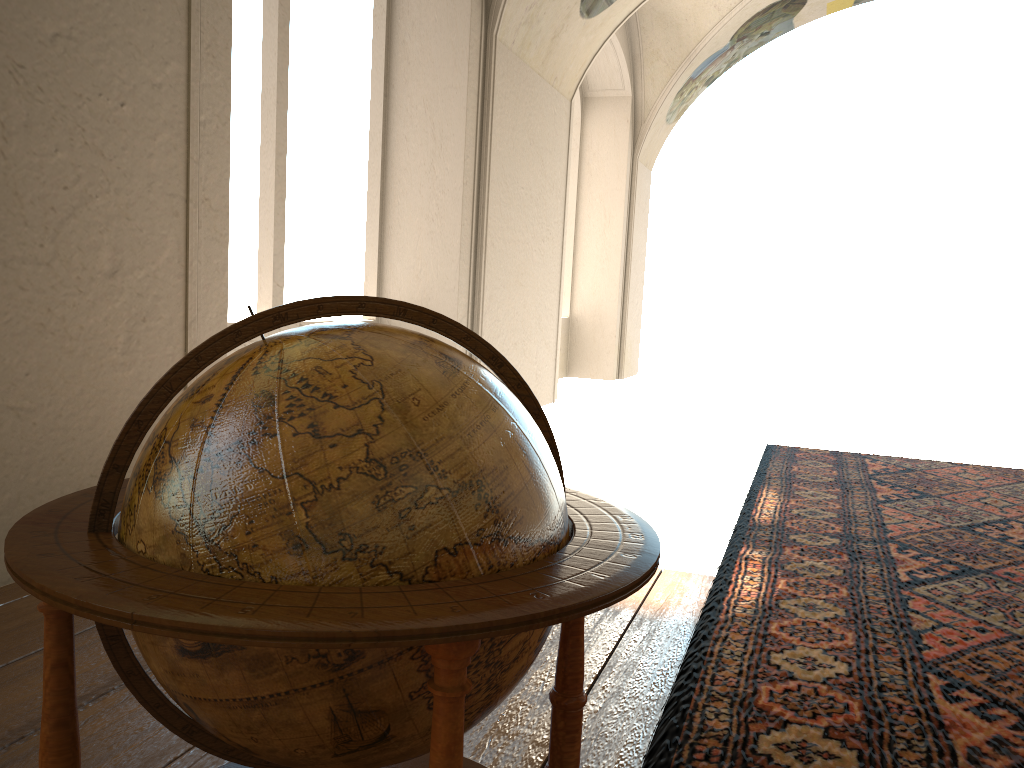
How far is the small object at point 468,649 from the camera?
1.3 meters

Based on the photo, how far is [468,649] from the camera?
1.3 meters

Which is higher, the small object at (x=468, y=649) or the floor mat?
the small object at (x=468, y=649)

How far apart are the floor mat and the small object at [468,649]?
0.7m

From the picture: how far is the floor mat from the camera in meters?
3.0

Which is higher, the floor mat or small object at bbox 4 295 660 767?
small object at bbox 4 295 660 767

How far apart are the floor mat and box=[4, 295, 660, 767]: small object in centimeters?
73cm

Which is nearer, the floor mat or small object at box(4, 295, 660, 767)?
small object at box(4, 295, 660, 767)

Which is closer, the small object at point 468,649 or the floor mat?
the small object at point 468,649
